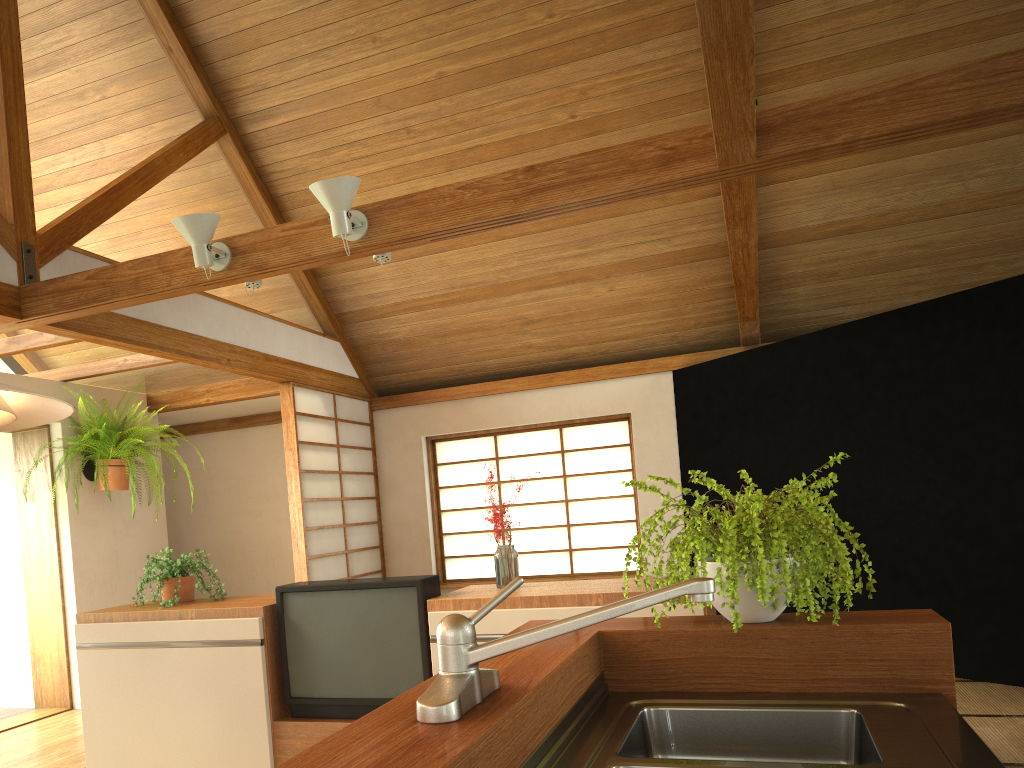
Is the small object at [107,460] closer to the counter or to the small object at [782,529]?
the small object at [782,529]

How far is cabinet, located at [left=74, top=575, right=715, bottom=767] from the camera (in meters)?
3.19

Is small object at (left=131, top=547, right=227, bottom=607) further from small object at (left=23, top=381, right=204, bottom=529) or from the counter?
the counter

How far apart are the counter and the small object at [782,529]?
0.2m

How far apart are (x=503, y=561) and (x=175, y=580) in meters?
1.5 m

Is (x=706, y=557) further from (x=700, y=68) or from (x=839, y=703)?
(x=700, y=68)

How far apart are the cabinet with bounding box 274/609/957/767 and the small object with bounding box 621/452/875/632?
0.0 meters

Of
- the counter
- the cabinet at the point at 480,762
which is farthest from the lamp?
the counter

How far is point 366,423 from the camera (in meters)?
7.00

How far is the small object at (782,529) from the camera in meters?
1.7
